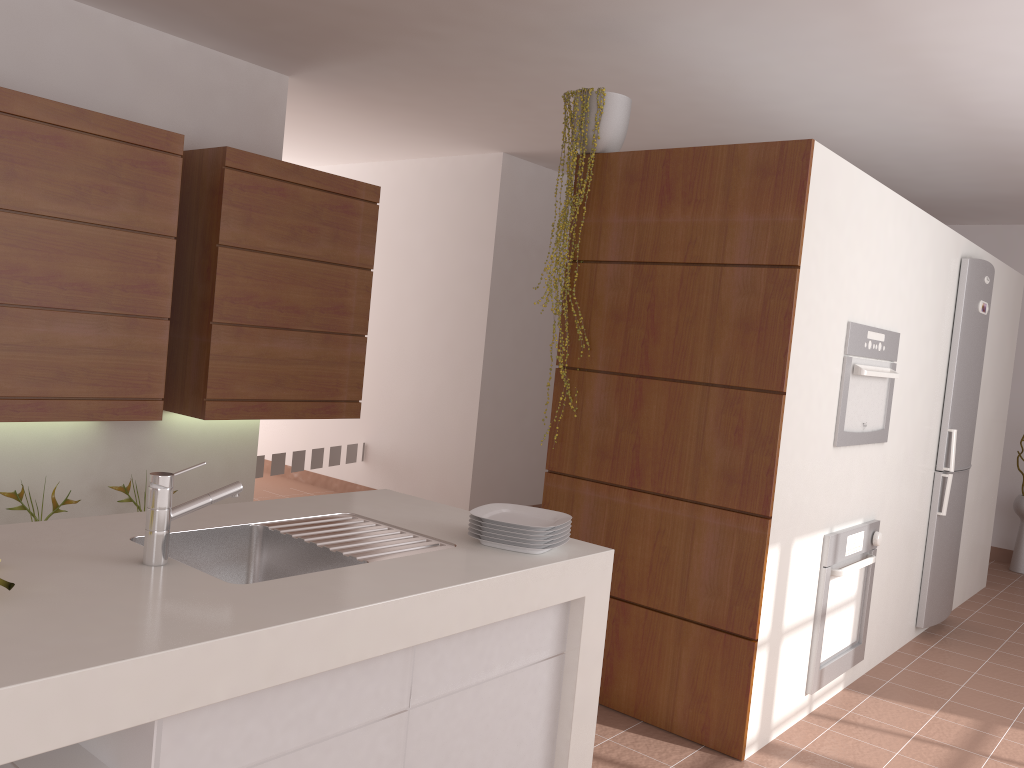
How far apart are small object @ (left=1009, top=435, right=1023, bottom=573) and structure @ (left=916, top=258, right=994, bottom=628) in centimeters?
198cm

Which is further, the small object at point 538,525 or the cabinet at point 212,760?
the small object at point 538,525

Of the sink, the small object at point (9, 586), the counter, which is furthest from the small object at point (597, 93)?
the small object at point (9, 586)

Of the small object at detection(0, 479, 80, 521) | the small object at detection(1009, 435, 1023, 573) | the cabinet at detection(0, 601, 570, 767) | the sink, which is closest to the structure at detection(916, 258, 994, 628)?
the small object at detection(1009, 435, 1023, 573)

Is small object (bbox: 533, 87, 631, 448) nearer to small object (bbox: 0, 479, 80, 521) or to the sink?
the sink

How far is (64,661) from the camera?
1.2 meters

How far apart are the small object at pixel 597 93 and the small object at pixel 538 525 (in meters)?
1.40

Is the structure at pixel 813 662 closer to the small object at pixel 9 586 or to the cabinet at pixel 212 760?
the cabinet at pixel 212 760

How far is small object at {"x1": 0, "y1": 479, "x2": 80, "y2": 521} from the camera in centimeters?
356cm

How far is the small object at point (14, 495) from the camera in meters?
3.6
